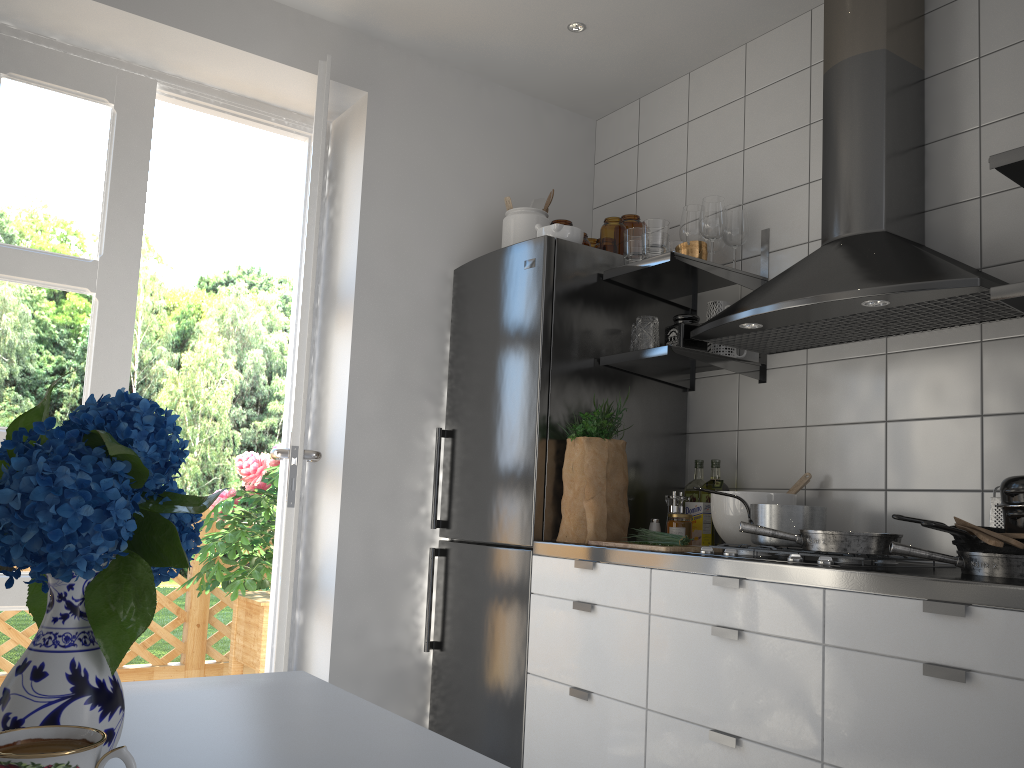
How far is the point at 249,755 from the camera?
A: 0.9 meters

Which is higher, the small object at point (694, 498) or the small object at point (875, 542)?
the small object at point (694, 498)

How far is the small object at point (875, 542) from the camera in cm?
198

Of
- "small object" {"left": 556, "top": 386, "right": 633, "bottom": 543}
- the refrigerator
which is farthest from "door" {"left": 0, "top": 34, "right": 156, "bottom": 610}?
"small object" {"left": 556, "top": 386, "right": 633, "bottom": 543}

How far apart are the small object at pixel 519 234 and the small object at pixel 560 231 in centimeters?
13cm

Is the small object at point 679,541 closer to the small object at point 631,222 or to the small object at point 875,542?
the small object at point 875,542

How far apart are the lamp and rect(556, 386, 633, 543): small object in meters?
1.3 m

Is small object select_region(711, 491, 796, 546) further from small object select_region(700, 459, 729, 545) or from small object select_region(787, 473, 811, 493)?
small object select_region(700, 459, 729, 545)

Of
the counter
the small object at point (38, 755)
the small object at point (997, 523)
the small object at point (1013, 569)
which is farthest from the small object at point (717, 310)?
the small object at point (38, 755)

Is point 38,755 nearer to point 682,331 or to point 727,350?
point 682,331
